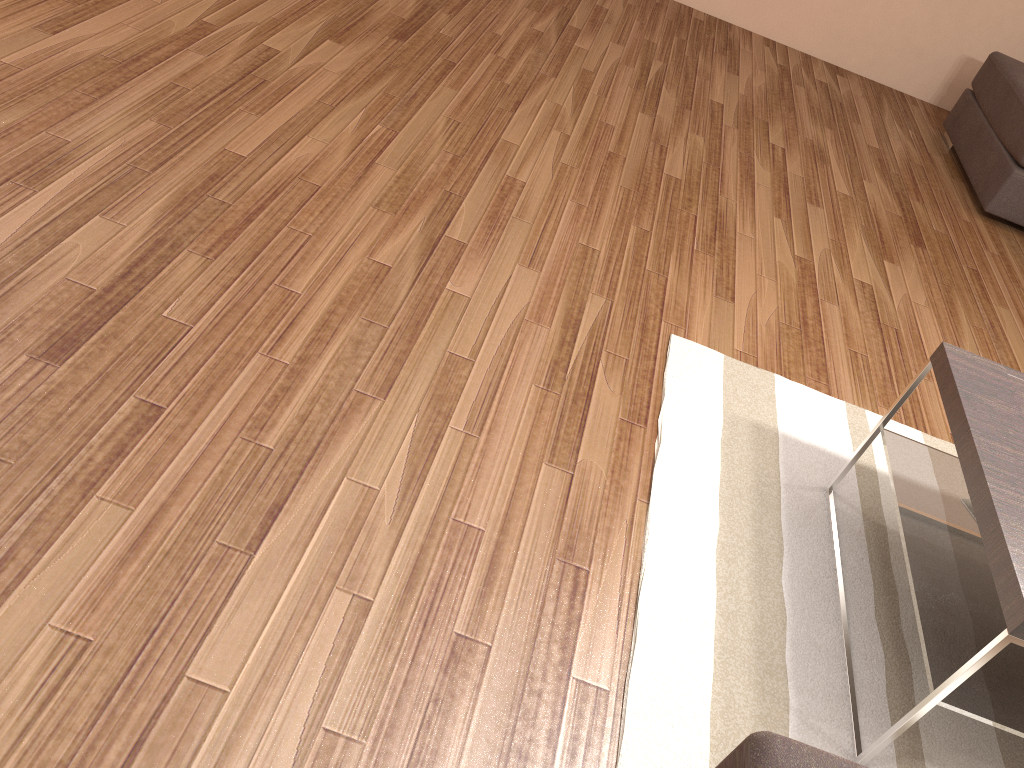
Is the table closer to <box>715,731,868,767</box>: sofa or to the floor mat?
the floor mat

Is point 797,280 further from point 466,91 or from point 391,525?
point 391,525

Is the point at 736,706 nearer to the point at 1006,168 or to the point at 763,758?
the point at 763,758

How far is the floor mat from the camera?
1.9m

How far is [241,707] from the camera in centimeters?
156cm

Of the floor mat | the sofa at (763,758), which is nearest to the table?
the floor mat

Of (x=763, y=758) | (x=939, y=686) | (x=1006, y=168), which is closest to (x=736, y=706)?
(x=939, y=686)

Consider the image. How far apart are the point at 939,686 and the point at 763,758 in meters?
1.0 m

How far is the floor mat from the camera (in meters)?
1.87

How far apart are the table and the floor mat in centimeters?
1cm
